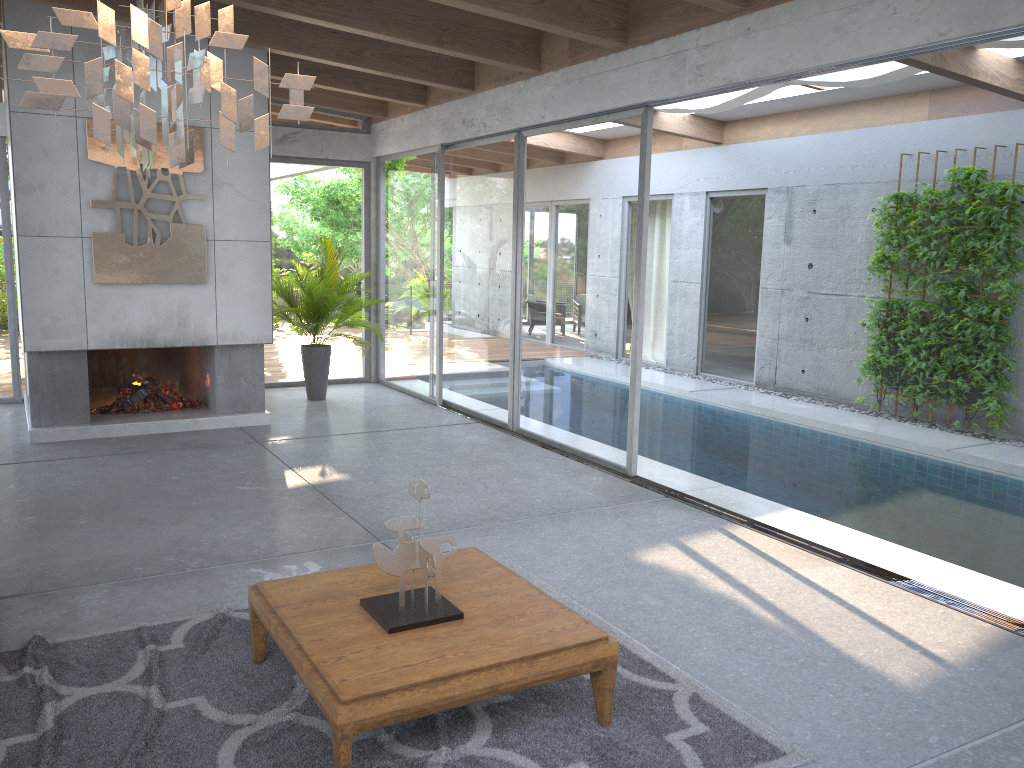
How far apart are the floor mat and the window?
2.1m

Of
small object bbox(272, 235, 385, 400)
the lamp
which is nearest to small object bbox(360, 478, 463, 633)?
the lamp

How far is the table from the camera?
2.8m

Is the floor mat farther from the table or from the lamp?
the lamp

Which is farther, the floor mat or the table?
the floor mat

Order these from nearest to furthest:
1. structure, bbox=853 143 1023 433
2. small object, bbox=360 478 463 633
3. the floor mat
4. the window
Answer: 1. the floor mat
2. small object, bbox=360 478 463 633
3. the window
4. structure, bbox=853 143 1023 433

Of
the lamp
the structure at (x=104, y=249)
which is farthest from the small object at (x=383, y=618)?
the structure at (x=104, y=249)

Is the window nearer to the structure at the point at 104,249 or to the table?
the structure at the point at 104,249

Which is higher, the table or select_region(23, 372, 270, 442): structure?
the table

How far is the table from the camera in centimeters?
278cm
